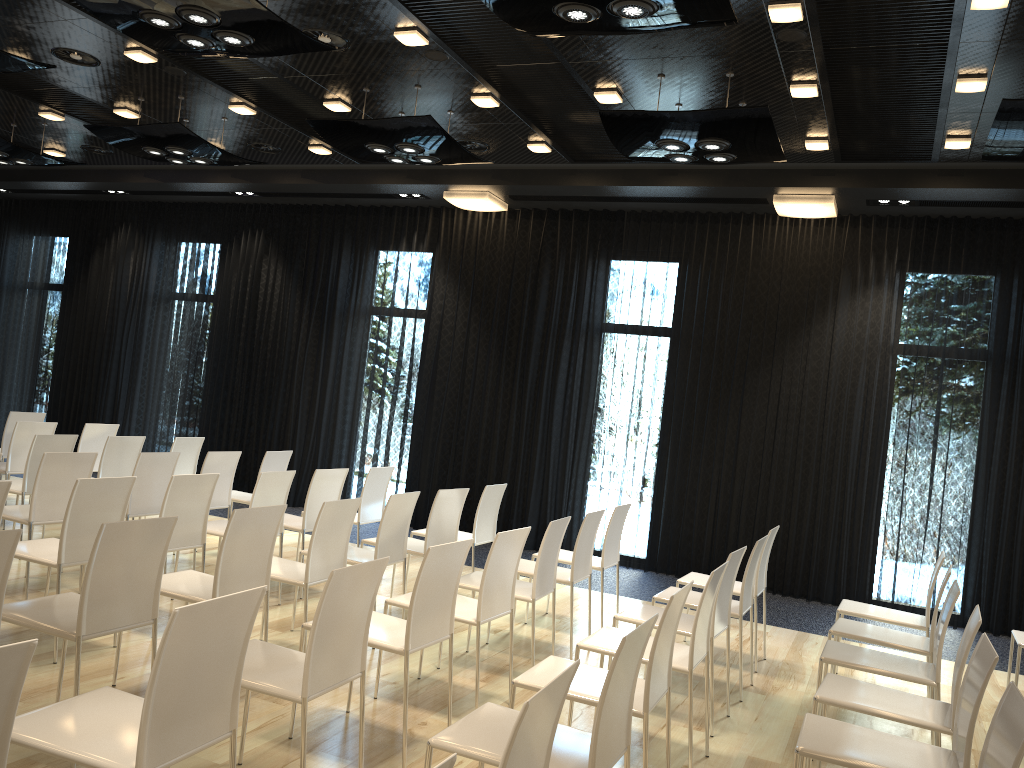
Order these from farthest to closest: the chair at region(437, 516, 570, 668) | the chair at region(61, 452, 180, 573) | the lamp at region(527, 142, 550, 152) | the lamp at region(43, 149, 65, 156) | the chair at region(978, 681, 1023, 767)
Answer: the lamp at region(43, 149, 65, 156)
the lamp at region(527, 142, 550, 152)
the chair at region(61, 452, 180, 573)
the chair at region(437, 516, 570, 668)
the chair at region(978, 681, 1023, 767)

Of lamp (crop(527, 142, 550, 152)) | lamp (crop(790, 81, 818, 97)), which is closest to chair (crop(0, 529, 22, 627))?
lamp (crop(790, 81, 818, 97))

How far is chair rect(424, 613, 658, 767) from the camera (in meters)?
2.43

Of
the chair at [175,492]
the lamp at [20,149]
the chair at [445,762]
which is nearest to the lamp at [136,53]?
the lamp at [20,149]

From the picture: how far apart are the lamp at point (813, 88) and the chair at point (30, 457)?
5.54m

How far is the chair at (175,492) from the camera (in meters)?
4.81

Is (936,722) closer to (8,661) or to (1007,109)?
(8,661)

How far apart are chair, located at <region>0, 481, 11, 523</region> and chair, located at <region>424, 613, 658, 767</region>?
2.42m

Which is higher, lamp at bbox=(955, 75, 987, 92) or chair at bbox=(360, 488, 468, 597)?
lamp at bbox=(955, 75, 987, 92)

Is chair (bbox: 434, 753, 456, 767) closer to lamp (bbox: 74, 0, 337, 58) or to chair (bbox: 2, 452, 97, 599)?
lamp (bbox: 74, 0, 337, 58)
